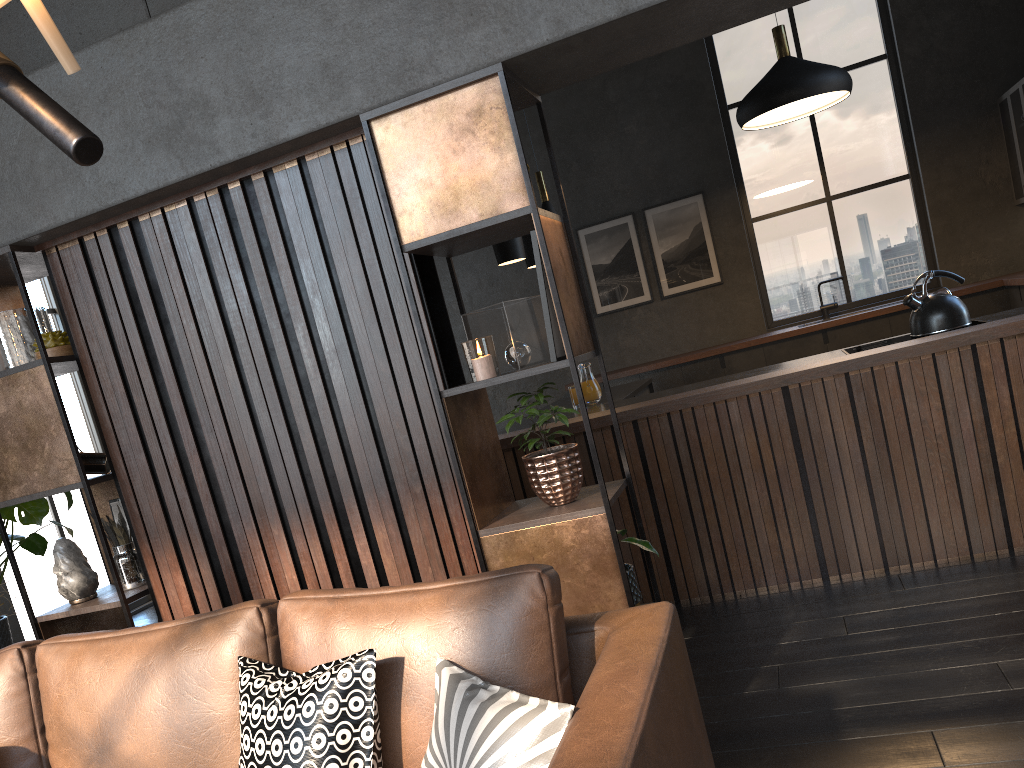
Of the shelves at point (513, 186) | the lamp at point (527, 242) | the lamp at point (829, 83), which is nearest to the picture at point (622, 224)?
the lamp at point (829, 83)

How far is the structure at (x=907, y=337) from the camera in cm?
425

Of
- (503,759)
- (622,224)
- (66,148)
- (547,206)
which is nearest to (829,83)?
(547,206)

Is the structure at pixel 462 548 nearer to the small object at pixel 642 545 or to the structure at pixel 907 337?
the small object at pixel 642 545

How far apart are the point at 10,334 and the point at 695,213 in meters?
6.3 m

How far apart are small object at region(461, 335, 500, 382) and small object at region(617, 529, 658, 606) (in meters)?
0.68

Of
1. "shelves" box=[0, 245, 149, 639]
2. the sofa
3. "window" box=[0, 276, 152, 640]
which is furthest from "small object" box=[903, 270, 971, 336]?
"window" box=[0, 276, 152, 640]

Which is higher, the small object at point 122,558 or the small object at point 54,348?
the small object at point 54,348

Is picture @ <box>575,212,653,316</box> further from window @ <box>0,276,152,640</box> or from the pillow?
the pillow

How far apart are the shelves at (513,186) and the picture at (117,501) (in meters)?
1.54
